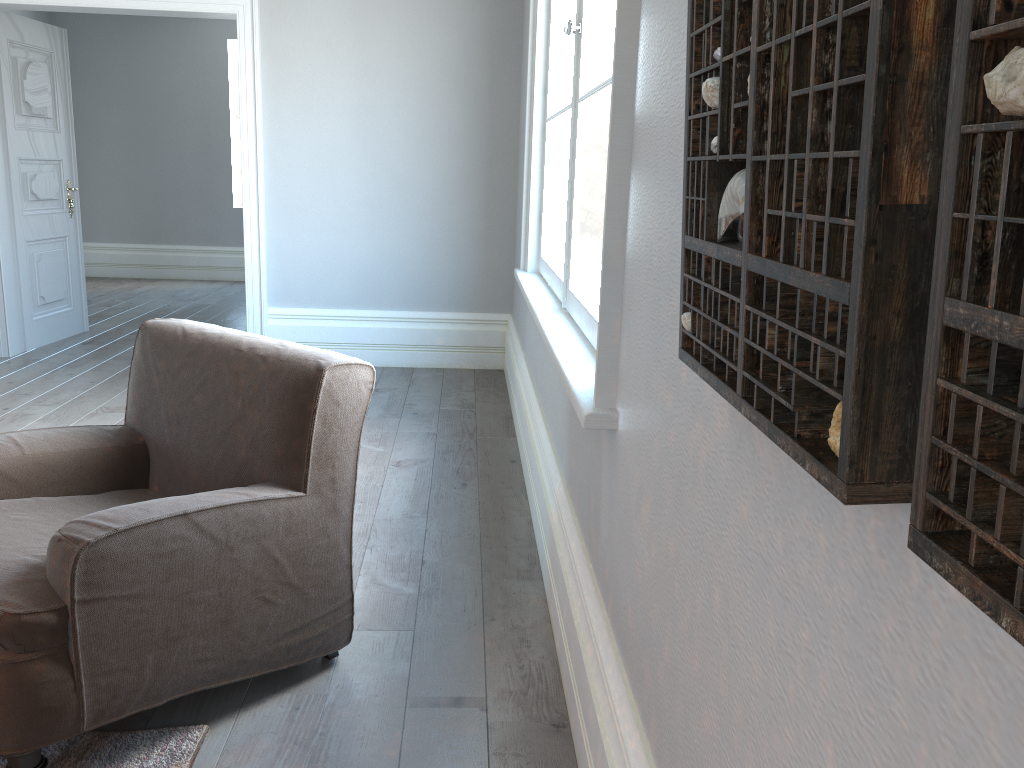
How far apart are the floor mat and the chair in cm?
11

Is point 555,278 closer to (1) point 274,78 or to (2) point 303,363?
(2) point 303,363

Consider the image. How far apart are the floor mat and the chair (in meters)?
0.11

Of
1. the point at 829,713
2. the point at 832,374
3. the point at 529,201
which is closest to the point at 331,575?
the point at 829,713

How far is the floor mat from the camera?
1.83m

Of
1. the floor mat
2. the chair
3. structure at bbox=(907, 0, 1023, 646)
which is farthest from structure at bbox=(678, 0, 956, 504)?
the floor mat

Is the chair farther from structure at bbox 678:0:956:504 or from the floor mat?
structure at bbox 678:0:956:504

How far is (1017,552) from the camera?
0.40m

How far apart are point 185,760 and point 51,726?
0.30m

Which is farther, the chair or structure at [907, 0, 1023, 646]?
the chair
